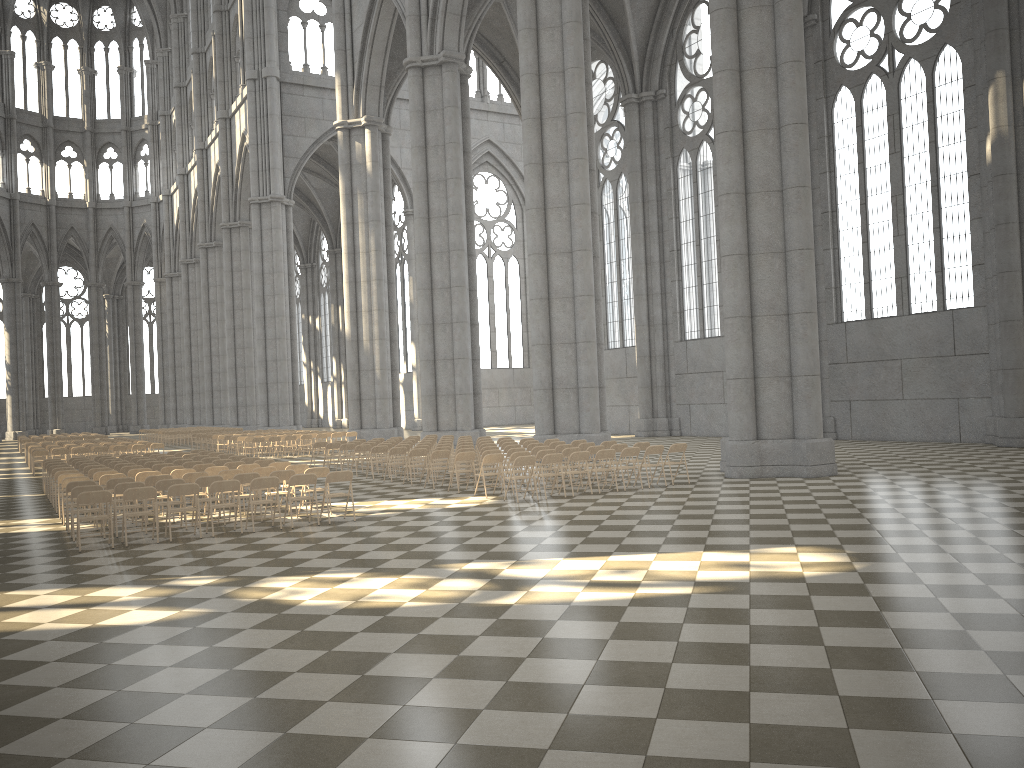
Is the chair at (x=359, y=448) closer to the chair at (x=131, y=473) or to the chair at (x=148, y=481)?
the chair at (x=131, y=473)

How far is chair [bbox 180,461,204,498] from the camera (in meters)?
18.27

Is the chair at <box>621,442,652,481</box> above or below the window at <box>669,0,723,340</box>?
below

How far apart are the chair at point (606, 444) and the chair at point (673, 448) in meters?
2.3 m

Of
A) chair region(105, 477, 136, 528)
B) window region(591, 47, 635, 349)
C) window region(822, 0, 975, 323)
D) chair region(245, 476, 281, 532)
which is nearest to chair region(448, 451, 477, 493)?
chair region(245, 476, 281, 532)

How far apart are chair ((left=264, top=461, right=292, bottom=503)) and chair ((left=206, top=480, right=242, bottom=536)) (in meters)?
3.76

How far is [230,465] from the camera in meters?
17.6 m

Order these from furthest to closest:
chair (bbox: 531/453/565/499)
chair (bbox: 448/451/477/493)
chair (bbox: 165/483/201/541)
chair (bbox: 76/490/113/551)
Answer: chair (bbox: 448/451/477/493)
chair (bbox: 531/453/565/499)
chair (bbox: 165/483/201/541)
chair (bbox: 76/490/113/551)

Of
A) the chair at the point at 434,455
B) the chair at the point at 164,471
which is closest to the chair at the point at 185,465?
the chair at the point at 164,471

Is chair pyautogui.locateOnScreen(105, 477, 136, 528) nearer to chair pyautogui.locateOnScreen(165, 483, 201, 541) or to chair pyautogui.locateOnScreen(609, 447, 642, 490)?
chair pyautogui.locateOnScreen(165, 483, 201, 541)
